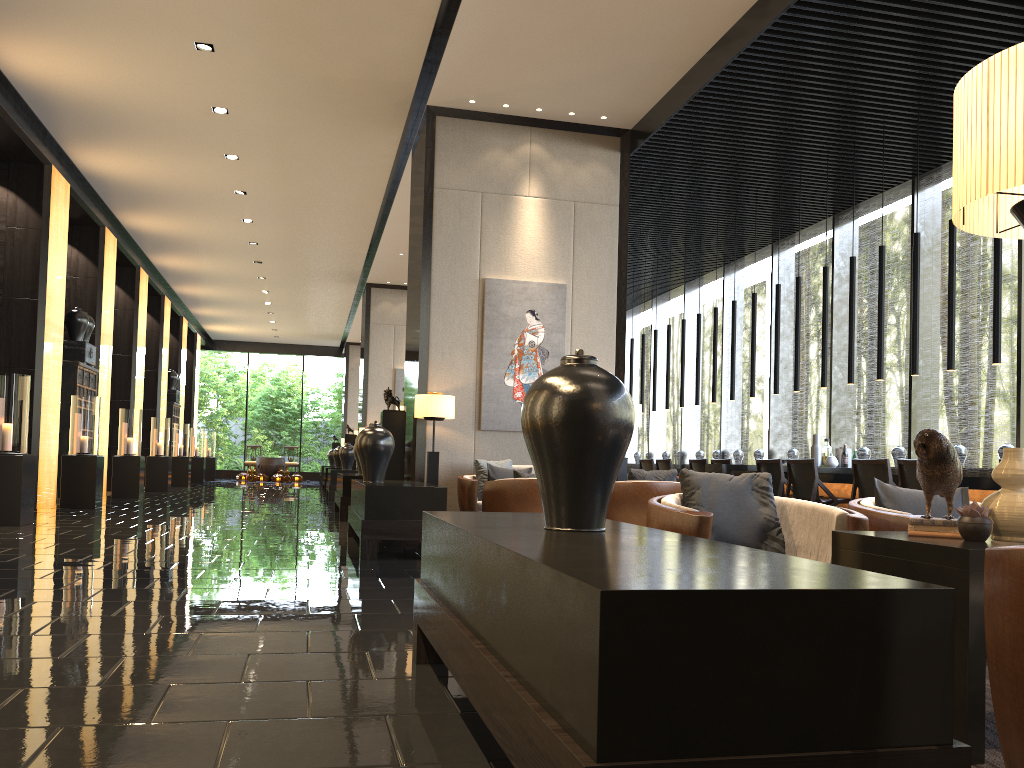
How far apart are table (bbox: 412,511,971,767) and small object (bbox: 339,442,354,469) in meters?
13.0 m

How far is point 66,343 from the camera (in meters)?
12.27

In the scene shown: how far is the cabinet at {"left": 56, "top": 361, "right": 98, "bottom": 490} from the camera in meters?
11.9 m

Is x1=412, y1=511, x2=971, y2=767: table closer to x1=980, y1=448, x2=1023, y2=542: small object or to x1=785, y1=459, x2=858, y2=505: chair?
x1=980, y1=448, x2=1023, y2=542: small object

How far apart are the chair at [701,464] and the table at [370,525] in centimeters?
410cm

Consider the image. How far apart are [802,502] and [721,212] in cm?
844

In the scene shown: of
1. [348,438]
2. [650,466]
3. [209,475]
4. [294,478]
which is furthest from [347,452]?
[294,478]

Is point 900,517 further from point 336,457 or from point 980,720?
point 336,457

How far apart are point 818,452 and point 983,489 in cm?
284

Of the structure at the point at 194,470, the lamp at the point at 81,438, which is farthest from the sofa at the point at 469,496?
the structure at the point at 194,470
